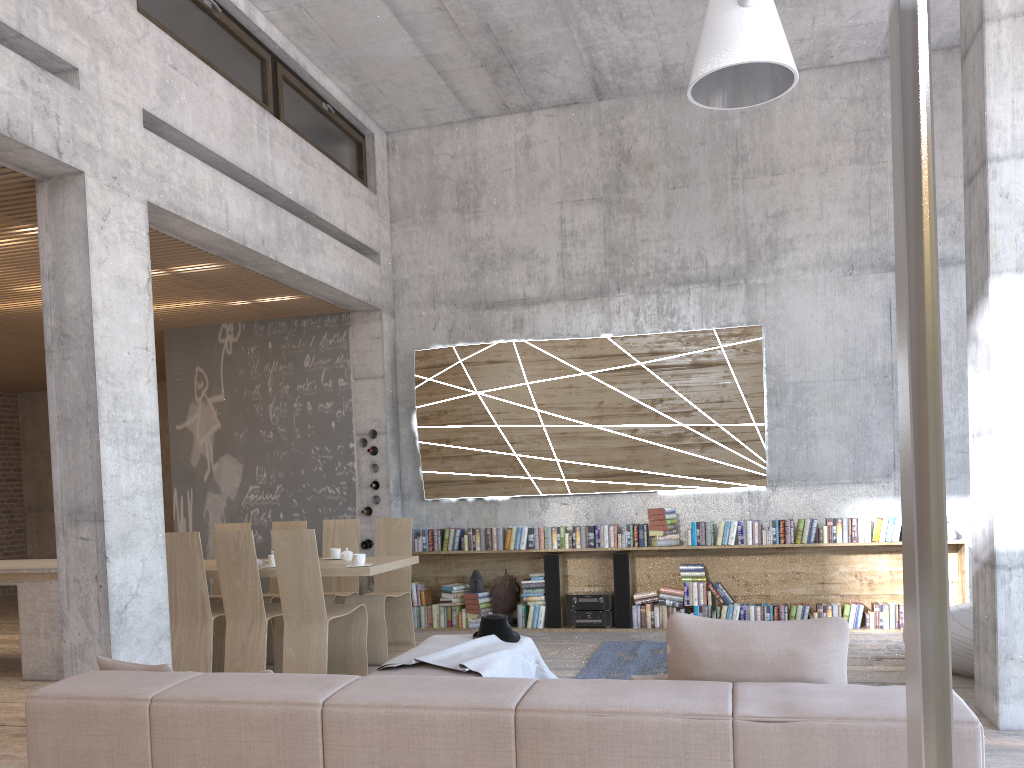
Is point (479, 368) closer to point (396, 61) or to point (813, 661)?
point (396, 61)

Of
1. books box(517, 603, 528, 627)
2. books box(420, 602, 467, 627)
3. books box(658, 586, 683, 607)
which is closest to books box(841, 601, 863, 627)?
books box(658, 586, 683, 607)

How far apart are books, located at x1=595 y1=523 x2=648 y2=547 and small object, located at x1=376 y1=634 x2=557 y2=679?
2.91m

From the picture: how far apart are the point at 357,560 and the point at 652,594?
3.08m

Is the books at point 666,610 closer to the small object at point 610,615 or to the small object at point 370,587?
the small object at point 610,615

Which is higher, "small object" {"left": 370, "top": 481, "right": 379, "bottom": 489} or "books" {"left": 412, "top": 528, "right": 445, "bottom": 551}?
"small object" {"left": 370, "top": 481, "right": 379, "bottom": 489}

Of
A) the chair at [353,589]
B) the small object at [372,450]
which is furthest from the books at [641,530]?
the small object at [372,450]

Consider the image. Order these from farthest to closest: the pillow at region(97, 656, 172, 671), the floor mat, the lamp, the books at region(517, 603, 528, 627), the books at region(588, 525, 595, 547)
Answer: the books at region(517, 603, 528, 627) < the books at region(588, 525, 595, 547) < the floor mat < the pillow at region(97, 656, 172, 671) < the lamp

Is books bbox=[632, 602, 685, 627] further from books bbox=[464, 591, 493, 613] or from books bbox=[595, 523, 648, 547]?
books bbox=[464, 591, 493, 613]

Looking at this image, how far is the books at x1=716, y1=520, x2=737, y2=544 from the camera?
7.96m
